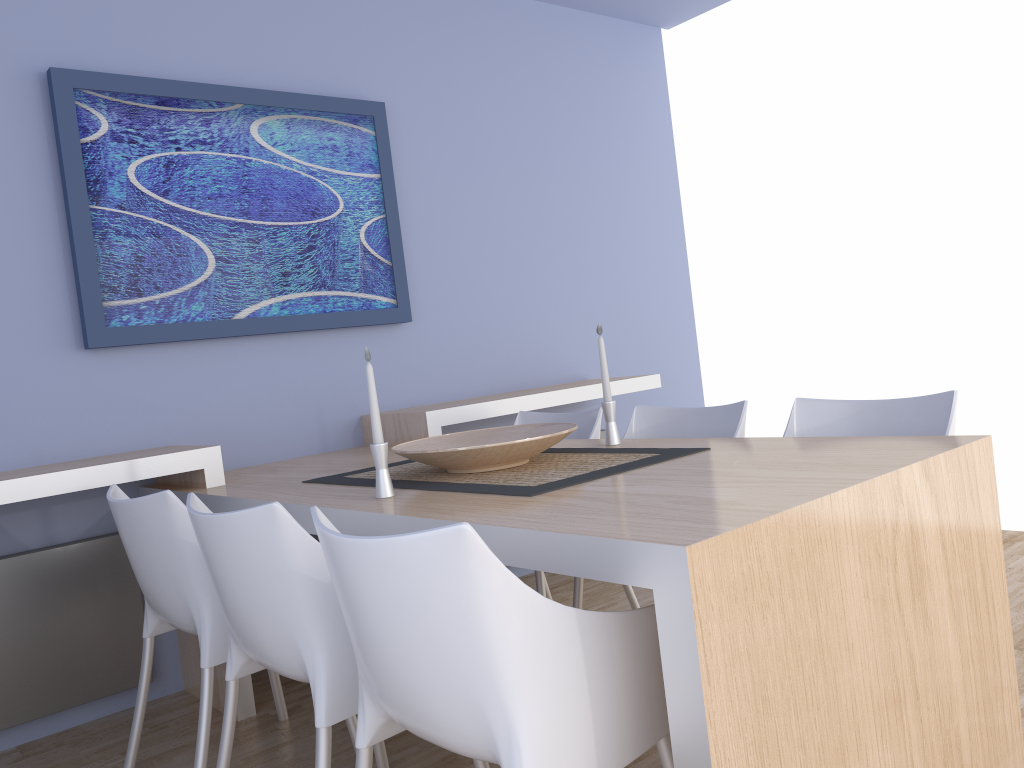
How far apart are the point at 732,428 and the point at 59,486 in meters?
1.9

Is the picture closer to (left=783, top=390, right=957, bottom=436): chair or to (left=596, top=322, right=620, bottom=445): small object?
(left=596, top=322, right=620, bottom=445): small object

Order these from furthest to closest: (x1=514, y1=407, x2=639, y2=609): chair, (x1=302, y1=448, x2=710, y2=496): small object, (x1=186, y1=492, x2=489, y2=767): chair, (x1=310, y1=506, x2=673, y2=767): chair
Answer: (x1=514, y1=407, x2=639, y2=609): chair
(x1=302, y1=448, x2=710, y2=496): small object
(x1=186, y1=492, x2=489, y2=767): chair
(x1=310, y1=506, x2=673, y2=767): chair

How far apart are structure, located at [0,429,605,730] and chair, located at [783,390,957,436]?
2.10m

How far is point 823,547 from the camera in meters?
1.4 m

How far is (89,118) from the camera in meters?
2.9

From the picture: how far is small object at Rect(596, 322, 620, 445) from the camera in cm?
250

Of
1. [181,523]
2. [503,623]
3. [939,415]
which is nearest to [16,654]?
[181,523]

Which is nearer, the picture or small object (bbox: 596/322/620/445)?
small object (bbox: 596/322/620/445)

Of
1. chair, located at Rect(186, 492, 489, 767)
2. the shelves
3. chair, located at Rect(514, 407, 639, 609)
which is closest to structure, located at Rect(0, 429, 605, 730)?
the shelves
